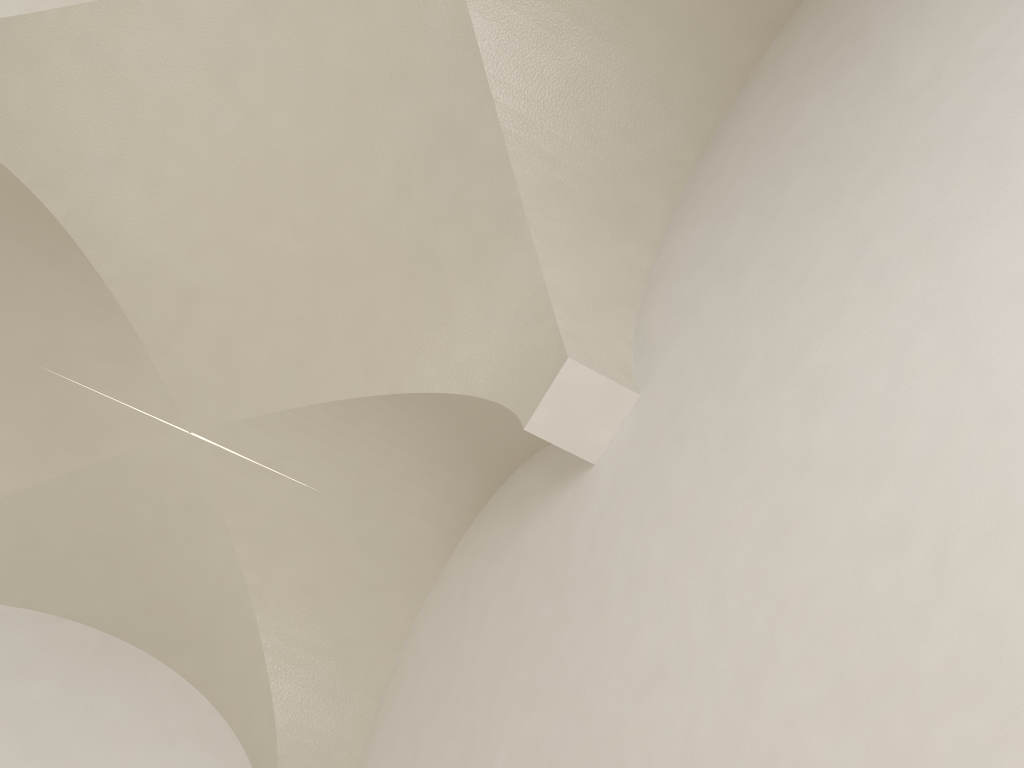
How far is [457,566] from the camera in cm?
567

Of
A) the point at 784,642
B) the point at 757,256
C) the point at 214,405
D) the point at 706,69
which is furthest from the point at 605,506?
the point at 214,405

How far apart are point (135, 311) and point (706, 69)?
3.5m
